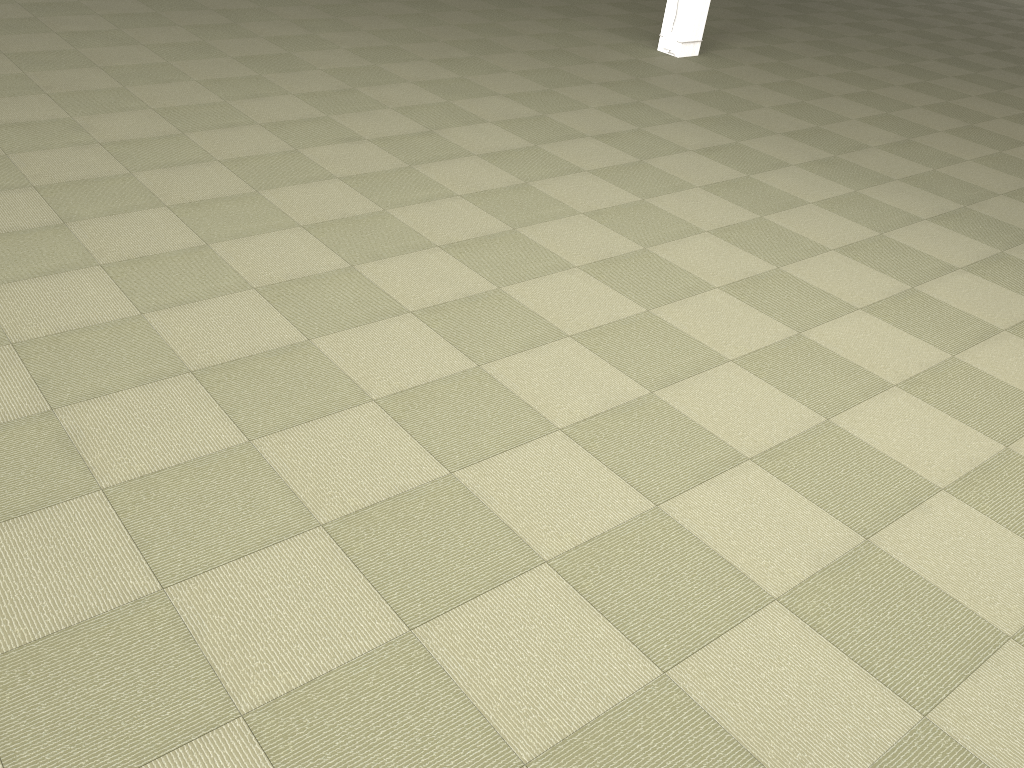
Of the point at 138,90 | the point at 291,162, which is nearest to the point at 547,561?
the point at 291,162

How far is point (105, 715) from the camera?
1.89m
